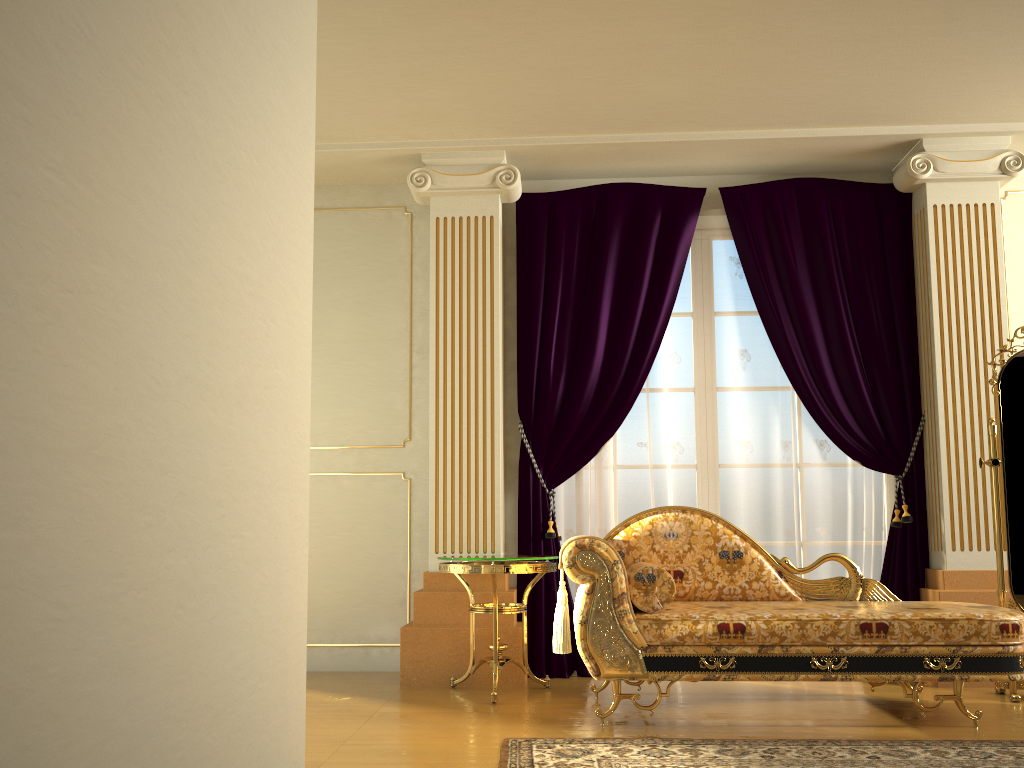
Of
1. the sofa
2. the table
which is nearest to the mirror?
the sofa

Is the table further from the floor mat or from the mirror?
the mirror

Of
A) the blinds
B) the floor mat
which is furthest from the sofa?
the blinds

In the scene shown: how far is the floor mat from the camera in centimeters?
278cm

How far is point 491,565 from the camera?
3.86m

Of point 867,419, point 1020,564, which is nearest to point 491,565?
point 867,419

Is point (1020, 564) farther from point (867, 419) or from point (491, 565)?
point (491, 565)

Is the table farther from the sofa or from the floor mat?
the floor mat

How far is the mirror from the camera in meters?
3.9

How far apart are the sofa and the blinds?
0.6 meters
